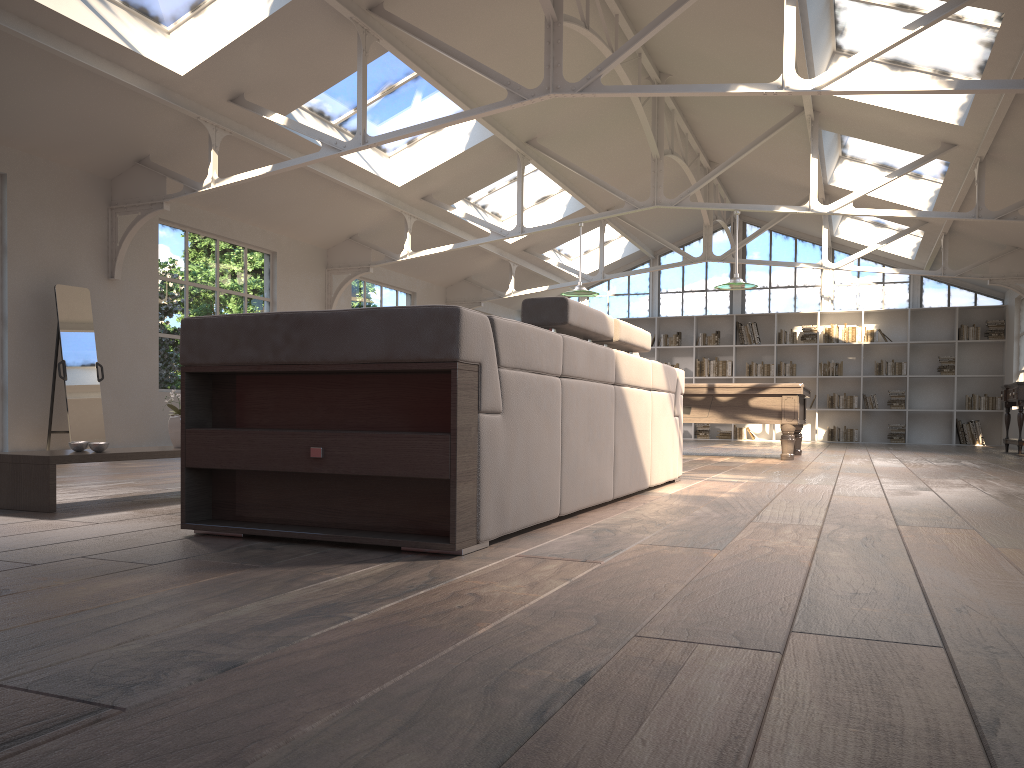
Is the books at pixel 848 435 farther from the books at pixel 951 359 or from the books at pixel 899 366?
the books at pixel 951 359

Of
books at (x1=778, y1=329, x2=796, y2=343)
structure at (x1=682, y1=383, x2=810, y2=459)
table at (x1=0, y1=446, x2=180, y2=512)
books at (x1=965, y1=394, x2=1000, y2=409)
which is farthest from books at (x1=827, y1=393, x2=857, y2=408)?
table at (x1=0, y1=446, x2=180, y2=512)

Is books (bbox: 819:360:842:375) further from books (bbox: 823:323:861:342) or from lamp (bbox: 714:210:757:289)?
lamp (bbox: 714:210:757:289)

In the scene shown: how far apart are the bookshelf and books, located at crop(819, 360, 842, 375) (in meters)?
0.12

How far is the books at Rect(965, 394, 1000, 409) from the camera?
15.05m

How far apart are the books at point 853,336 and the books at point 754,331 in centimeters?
122cm

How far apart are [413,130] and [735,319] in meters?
10.9 m

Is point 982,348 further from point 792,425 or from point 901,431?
point 792,425

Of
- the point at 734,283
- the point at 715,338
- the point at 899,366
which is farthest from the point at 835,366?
the point at 734,283

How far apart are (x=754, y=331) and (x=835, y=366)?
1.6 meters
